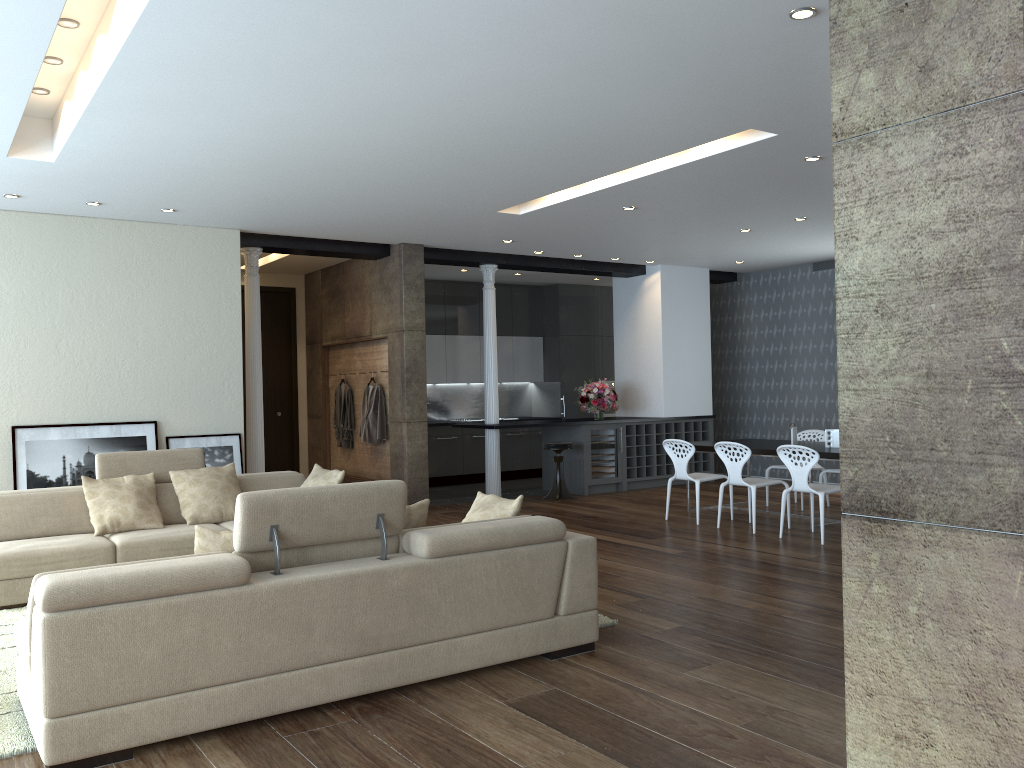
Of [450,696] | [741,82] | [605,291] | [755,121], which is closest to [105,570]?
[450,696]

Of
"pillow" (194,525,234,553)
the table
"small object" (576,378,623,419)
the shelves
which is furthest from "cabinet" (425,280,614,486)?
"pillow" (194,525,234,553)

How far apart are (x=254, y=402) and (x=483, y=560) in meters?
5.7 m

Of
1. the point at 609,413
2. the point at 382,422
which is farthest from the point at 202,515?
the point at 609,413

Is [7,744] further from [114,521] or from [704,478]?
[704,478]

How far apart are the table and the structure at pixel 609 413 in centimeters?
485cm

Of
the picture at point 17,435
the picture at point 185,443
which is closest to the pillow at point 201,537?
the picture at point 17,435

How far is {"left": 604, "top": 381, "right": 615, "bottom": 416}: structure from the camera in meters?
14.3 m

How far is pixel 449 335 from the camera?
13.2m

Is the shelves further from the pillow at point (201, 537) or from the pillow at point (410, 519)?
the pillow at point (201, 537)
